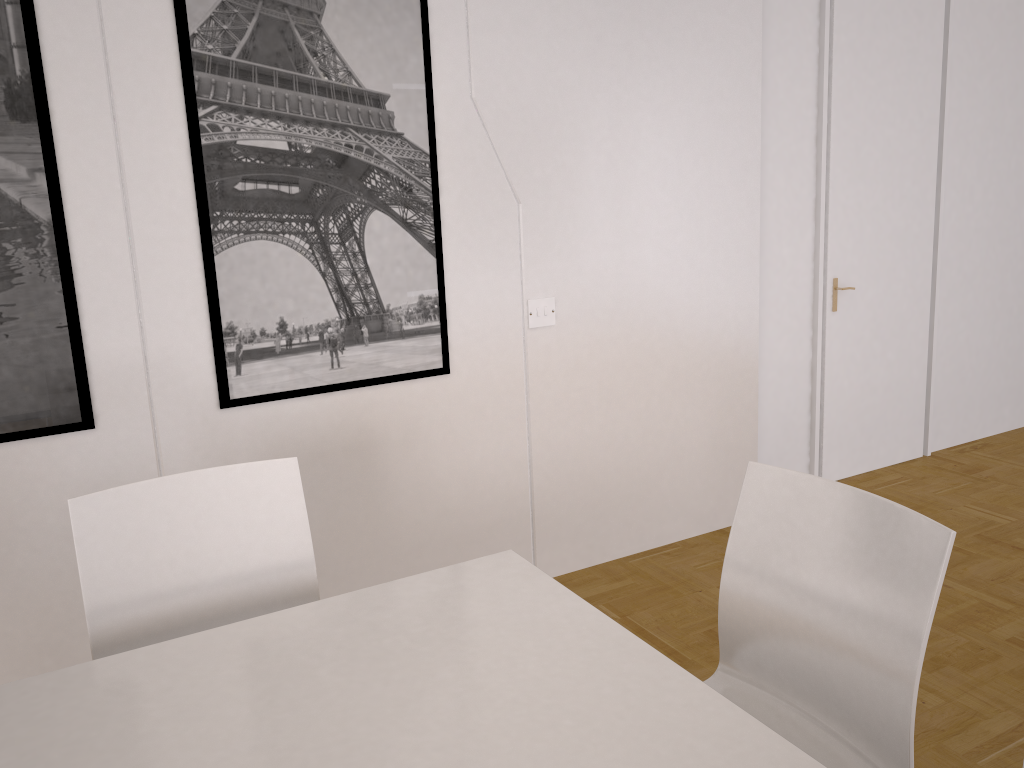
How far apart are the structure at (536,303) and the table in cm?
142

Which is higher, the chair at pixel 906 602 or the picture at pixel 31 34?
the picture at pixel 31 34

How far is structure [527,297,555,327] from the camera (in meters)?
3.24

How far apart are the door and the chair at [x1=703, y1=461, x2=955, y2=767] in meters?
2.5

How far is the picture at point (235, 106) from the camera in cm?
261

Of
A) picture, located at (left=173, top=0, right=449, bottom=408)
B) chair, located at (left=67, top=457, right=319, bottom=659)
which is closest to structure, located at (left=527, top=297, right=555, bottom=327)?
picture, located at (left=173, top=0, right=449, bottom=408)

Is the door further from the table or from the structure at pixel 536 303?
the table

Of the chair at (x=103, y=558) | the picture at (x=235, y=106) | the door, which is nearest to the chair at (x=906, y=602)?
the chair at (x=103, y=558)

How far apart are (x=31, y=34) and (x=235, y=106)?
0.54m

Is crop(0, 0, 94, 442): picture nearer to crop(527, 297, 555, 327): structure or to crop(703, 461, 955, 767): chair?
crop(527, 297, 555, 327): structure
